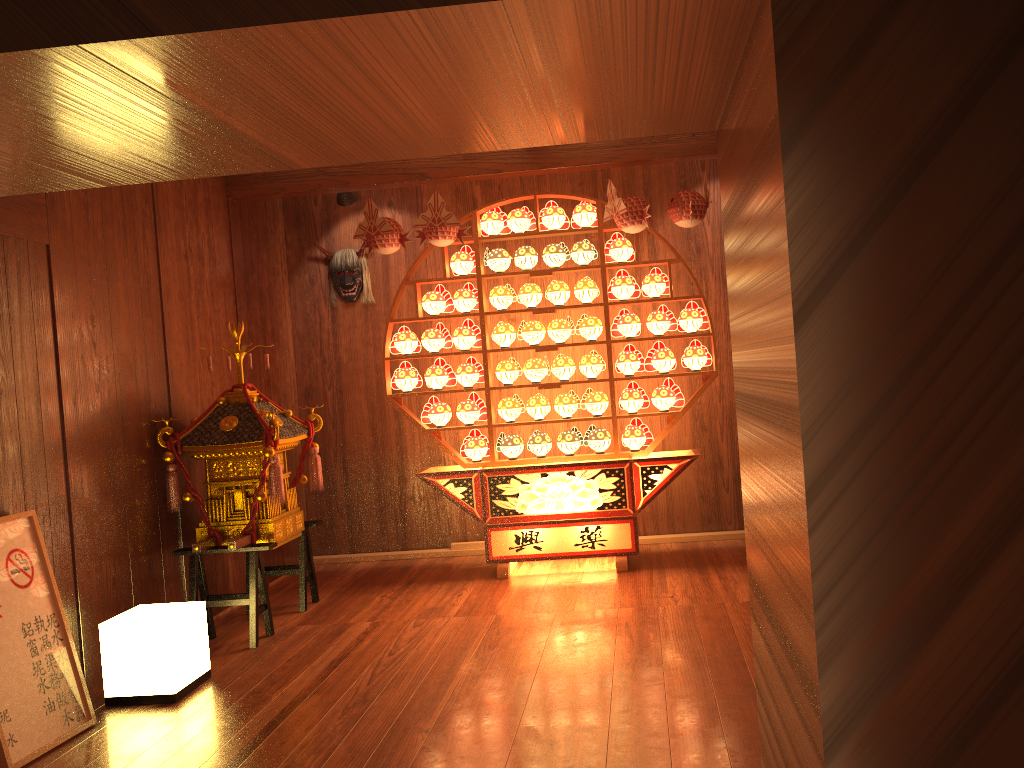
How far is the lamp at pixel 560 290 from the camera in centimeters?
513cm

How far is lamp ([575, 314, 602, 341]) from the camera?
5.1 meters

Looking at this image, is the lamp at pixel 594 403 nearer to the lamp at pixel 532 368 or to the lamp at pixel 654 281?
the lamp at pixel 532 368

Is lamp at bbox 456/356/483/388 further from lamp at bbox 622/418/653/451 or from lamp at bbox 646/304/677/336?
lamp at bbox 646/304/677/336

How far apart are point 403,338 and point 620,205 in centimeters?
149cm

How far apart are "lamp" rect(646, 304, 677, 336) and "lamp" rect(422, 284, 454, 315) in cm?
118

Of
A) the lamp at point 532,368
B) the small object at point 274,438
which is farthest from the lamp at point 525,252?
the small object at point 274,438

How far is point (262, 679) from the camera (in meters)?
3.61

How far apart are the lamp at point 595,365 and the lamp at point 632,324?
0.17m

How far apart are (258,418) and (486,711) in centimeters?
196cm
